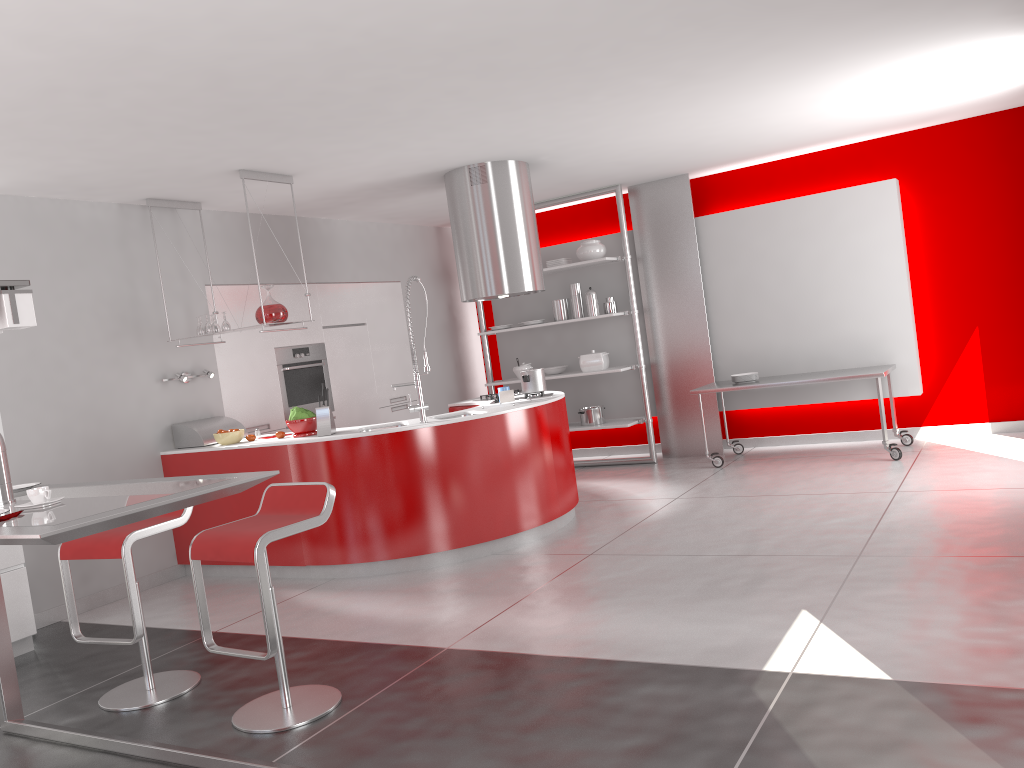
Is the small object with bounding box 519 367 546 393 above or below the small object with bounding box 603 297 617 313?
below

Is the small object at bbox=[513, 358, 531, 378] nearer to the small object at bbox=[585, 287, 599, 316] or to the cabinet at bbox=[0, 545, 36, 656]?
the small object at bbox=[585, 287, 599, 316]

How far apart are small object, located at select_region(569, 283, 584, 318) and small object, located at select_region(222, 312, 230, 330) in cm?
345

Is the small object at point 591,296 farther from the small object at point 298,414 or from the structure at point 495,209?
the small object at point 298,414

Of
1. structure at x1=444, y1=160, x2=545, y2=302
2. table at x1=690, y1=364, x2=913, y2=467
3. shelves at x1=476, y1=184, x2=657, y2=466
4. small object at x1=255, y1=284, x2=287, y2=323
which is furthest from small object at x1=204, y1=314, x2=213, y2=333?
table at x1=690, y1=364, x2=913, y2=467

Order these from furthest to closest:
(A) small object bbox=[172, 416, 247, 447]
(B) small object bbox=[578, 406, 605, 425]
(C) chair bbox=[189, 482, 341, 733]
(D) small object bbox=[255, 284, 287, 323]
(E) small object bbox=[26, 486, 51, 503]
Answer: (B) small object bbox=[578, 406, 605, 425] < (A) small object bbox=[172, 416, 247, 447] < (D) small object bbox=[255, 284, 287, 323] < (C) chair bbox=[189, 482, 341, 733] < (E) small object bbox=[26, 486, 51, 503]

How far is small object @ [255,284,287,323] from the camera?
5.78m

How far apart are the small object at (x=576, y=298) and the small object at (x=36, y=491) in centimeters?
603cm

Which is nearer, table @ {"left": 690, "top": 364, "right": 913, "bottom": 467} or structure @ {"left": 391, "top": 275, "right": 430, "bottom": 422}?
structure @ {"left": 391, "top": 275, "right": 430, "bottom": 422}

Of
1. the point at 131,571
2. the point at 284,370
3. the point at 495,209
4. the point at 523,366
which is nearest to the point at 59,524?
the point at 131,571
